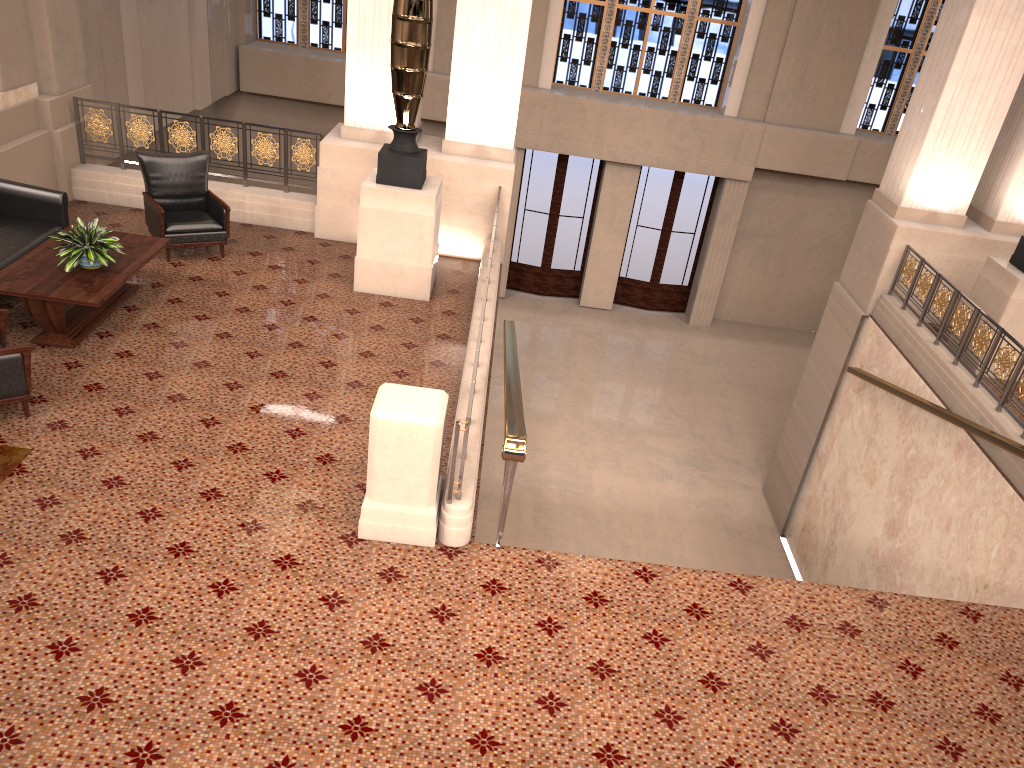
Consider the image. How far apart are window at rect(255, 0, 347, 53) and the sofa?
9.3m

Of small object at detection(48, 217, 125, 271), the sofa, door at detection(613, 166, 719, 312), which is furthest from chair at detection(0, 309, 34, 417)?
door at detection(613, 166, 719, 312)

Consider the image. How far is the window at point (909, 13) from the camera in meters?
15.2

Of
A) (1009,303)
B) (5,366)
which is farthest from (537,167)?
(5,366)

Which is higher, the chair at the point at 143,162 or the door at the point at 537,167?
the chair at the point at 143,162

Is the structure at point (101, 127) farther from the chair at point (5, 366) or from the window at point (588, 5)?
the window at point (588, 5)

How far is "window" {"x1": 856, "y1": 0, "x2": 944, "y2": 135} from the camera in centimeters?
1524cm

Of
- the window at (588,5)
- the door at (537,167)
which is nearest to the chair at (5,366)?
the door at (537,167)

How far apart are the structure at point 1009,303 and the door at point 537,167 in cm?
860

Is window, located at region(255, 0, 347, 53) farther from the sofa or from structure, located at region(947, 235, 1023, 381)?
structure, located at region(947, 235, 1023, 381)
